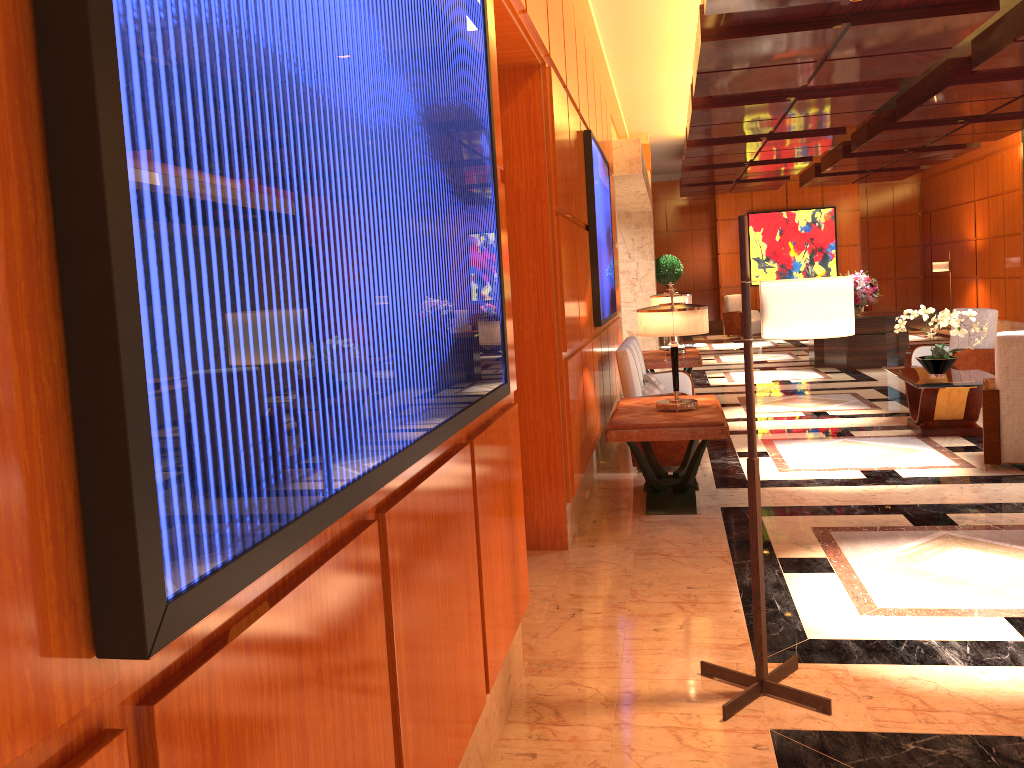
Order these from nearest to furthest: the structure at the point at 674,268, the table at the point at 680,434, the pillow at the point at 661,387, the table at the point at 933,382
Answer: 1. the table at the point at 680,434
2. the table at the point at 933,382
3. the pillow at the point at 661,387
4. the structure at the point at 674,268

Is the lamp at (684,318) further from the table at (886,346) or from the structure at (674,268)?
the structure at (674,268)

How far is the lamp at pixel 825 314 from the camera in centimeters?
283cm

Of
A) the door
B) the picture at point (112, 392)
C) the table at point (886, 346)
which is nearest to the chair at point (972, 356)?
the table at point (886, 346)

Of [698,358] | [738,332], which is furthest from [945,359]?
[738,332]

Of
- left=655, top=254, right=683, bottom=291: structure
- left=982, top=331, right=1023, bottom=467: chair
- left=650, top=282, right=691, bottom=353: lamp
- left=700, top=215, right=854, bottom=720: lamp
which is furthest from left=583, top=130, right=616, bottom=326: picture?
left=655, top=254, right=683, bottom=291: structure

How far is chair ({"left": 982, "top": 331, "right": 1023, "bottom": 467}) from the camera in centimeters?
594cm

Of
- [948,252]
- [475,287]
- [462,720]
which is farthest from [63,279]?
[948,252]

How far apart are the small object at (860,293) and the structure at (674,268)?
5.9 meters

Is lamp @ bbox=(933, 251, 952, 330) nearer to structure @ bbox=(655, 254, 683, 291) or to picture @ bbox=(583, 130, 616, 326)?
structure @ bbox=(655, 254, 683, 291)
